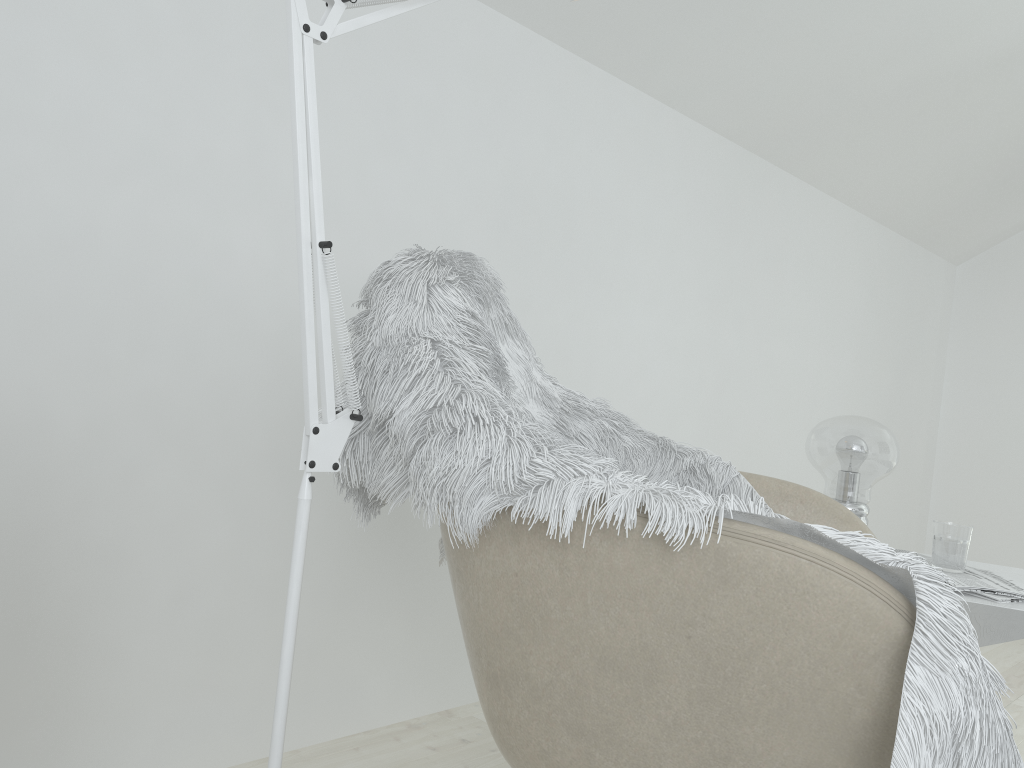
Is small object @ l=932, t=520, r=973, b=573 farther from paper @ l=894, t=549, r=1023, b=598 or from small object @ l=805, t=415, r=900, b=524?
small object @ l=805, t=415, r=900, b=524

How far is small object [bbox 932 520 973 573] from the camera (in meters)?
1.58

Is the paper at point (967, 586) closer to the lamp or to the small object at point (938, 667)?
the small object at point (938, 667)

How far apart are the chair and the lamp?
0.24m

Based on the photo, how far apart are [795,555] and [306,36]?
0.62m

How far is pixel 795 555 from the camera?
0.8 meters

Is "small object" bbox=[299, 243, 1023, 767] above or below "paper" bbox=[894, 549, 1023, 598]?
above

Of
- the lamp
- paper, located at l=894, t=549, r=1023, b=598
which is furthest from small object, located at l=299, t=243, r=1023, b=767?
paper, located at l=894, t=549, r=1023, b=598

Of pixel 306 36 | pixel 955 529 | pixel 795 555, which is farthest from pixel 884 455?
pixel 306 36

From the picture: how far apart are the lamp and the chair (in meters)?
0.24
